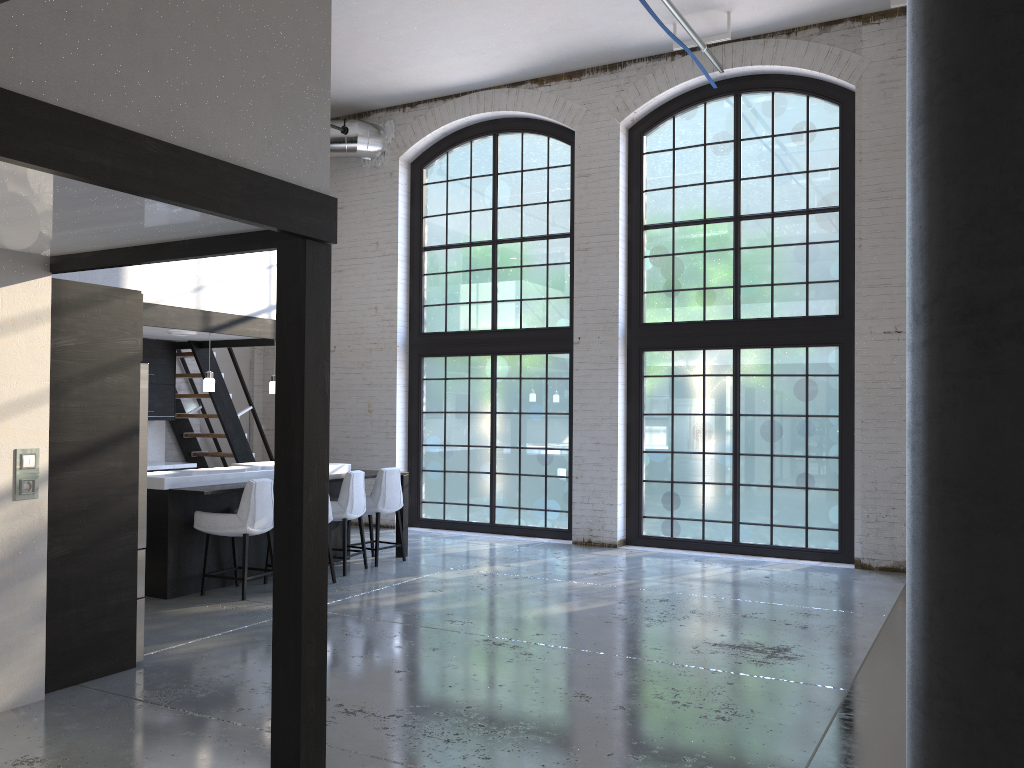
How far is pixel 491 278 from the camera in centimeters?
1106cm

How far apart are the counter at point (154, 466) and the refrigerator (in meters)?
4.62

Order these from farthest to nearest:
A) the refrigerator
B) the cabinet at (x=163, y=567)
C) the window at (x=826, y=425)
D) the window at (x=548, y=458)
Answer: the window at (x=548, y=458)
the window at (x=826, y=425)
the cabinet at (x=163, y=567)
the refrigerator

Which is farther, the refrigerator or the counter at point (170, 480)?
the counter at point (170, 480)

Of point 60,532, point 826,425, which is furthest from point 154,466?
point 826,425

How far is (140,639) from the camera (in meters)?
5.16

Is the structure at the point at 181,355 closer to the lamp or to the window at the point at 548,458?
the window at the point at 548,458

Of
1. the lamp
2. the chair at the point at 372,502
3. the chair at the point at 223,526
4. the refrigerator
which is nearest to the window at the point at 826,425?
the chair at the point at 372,502

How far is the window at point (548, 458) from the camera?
10.6m

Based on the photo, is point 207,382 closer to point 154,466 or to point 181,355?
point 154,466
